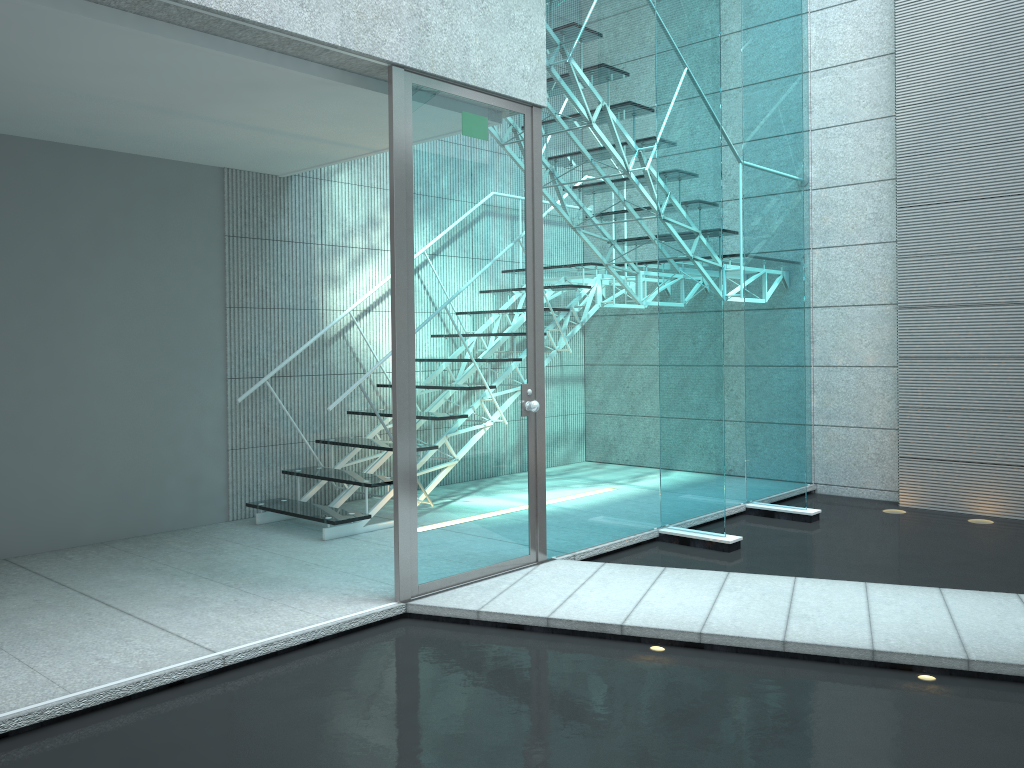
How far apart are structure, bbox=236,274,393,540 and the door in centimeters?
101cm

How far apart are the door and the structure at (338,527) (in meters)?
1.01

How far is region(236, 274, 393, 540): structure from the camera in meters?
4.6

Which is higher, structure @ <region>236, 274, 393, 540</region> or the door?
the door

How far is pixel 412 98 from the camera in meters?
3.4

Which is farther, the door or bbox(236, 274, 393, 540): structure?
bbox(236, 274, 393, 540): structure

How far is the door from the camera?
3.40m
